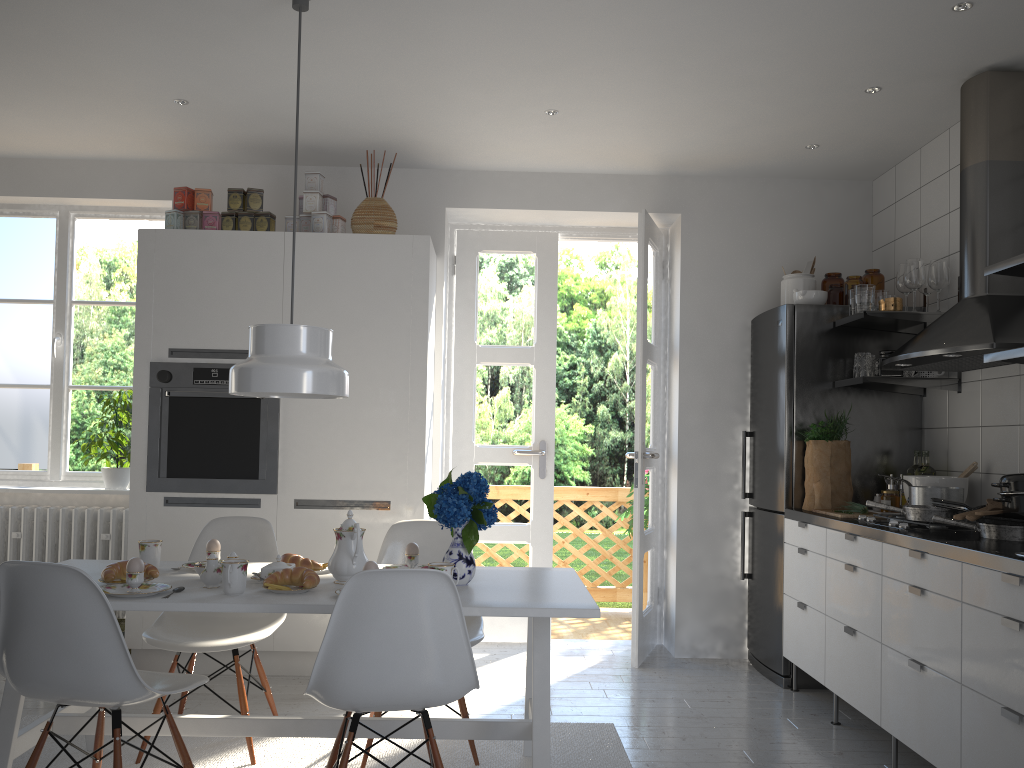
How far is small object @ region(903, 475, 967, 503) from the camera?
3.6 meters

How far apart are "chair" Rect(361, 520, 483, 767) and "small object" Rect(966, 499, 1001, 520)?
1.6m

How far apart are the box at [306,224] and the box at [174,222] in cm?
59

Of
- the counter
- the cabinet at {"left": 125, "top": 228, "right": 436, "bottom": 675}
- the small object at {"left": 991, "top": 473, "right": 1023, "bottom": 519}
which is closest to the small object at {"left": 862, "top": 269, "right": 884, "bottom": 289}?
the counter

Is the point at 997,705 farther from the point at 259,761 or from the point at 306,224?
the point at 306,224

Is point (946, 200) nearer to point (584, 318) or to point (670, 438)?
point (670, 438)

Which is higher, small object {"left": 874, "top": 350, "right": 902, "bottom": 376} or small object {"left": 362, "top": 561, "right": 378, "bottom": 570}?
small object {"left": 874, "top": 350, "right": 902, "bottom": 376}

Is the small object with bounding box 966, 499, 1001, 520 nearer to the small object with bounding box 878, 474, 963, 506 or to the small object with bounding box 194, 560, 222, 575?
the small object with bounding box 878, 474, 963, 506

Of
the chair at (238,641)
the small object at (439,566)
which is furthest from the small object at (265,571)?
the small object at (439,566)

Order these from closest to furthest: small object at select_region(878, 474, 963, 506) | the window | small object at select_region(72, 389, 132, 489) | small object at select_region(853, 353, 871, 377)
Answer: small object at select_region(878, 474, 963, 506) < small object at select_region(853, 353, 871, 377) < small object at select_region(72, 389, 132, 489) < the window
